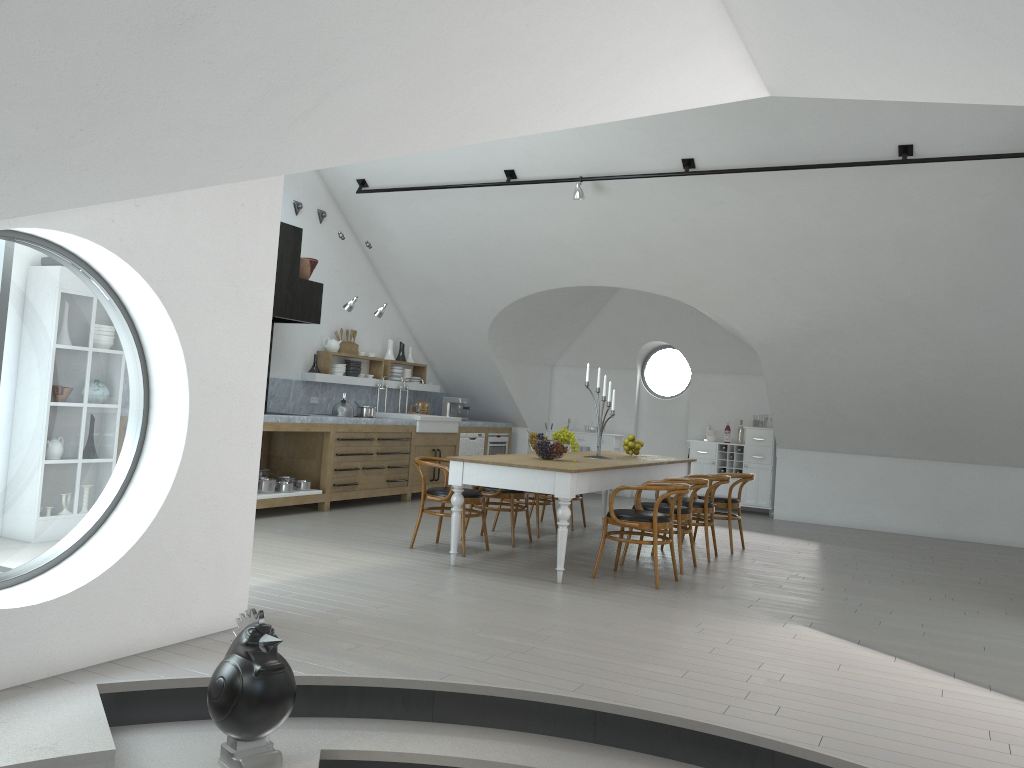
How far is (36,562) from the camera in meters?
18.1 m

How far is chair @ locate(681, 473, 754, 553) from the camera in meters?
8.2

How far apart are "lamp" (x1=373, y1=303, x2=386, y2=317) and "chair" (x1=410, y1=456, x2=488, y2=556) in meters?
2.9 m

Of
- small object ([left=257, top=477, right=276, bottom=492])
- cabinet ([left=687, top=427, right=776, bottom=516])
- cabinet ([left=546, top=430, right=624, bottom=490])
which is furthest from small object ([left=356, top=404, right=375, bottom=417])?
cabinet ([left=687, top=427, right=776, bottom=516])

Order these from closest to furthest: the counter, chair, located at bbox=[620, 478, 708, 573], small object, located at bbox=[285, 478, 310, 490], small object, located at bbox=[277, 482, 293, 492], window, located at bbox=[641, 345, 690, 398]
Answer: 1. chair, located at bbox=[620, 478, 708, 573]
2. small object, located at bbox=[277, 482, 293, 492]
3. small object, located at bbox=[285, 478, 310, 490]
4. the counter
5. window, located at bbox=[641, 345, 690, 398]

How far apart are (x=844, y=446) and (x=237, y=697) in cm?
936

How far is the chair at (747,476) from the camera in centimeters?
823cm

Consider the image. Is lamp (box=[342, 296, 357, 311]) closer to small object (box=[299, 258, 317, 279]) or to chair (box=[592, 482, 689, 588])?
small object (box=[299, 258, 317, 279])

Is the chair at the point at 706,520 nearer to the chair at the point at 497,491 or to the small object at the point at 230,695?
the chair at the point at 497,491

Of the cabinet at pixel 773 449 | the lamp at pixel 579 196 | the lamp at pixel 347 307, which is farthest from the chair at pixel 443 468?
the cabinet at pixel 773 449
